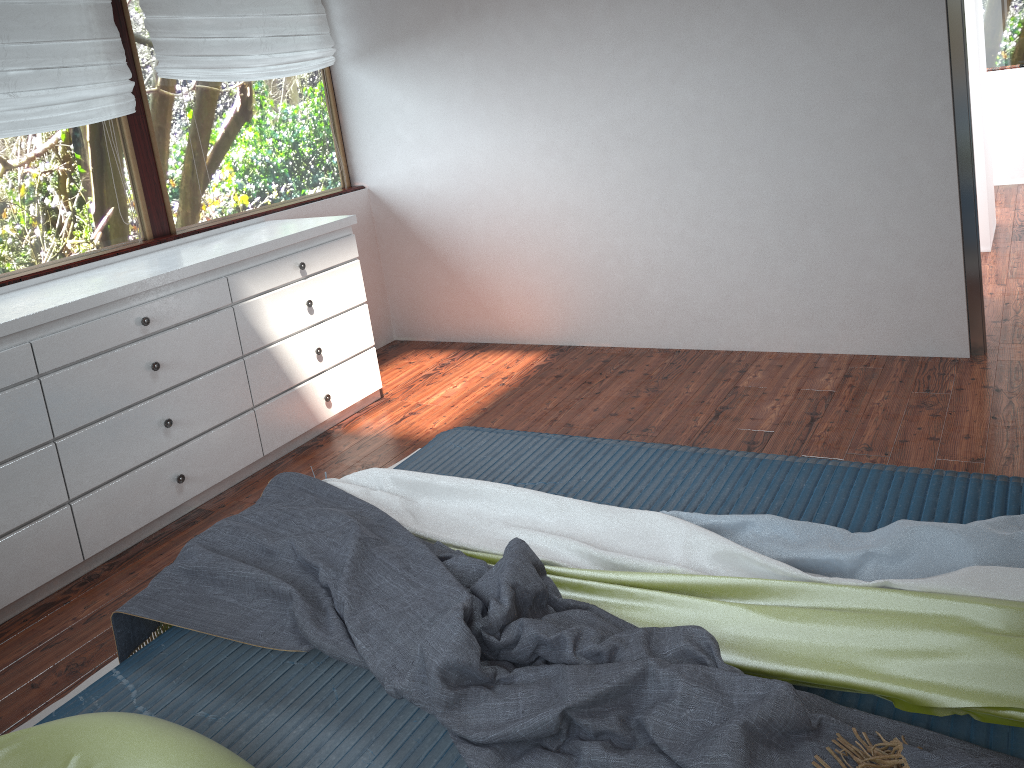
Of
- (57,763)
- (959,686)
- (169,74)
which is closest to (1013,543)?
(959,686)

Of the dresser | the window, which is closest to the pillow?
the dresser

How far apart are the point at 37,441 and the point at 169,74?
1.79m

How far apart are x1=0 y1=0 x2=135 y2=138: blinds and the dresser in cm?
55

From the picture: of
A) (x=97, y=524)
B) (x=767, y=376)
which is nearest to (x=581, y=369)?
(x=767, y=376)

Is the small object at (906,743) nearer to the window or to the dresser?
the dresser

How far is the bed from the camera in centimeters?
158cm

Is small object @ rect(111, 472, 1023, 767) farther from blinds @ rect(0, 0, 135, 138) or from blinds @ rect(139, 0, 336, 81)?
blinds @ rect(139, 0, 336, 81)

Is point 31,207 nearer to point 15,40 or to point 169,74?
point 15,40

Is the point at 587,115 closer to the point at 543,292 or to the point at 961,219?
the point at 543,292
